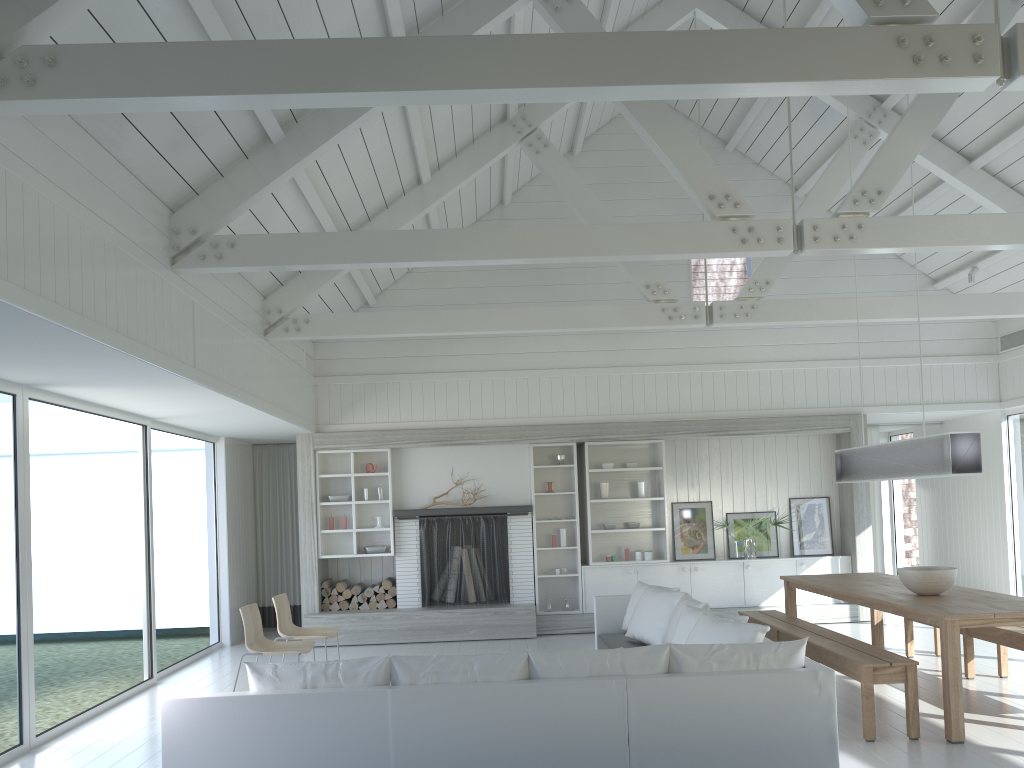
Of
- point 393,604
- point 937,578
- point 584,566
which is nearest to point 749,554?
point 584,566

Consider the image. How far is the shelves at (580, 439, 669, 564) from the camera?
10.3m

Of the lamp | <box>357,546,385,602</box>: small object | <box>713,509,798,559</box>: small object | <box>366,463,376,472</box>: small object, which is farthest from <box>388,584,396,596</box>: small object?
the lamp

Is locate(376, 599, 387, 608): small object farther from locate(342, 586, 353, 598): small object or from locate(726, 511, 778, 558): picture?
locate(726, 511, 778, 558): picture

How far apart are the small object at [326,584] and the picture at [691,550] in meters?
4.1

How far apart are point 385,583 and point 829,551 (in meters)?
5.24

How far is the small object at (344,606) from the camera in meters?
10.0

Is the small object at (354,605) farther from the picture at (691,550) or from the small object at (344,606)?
the picture at (691,550)

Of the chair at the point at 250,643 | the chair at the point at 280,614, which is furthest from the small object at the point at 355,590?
the chair at the point at 250,643

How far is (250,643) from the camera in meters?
6.7
